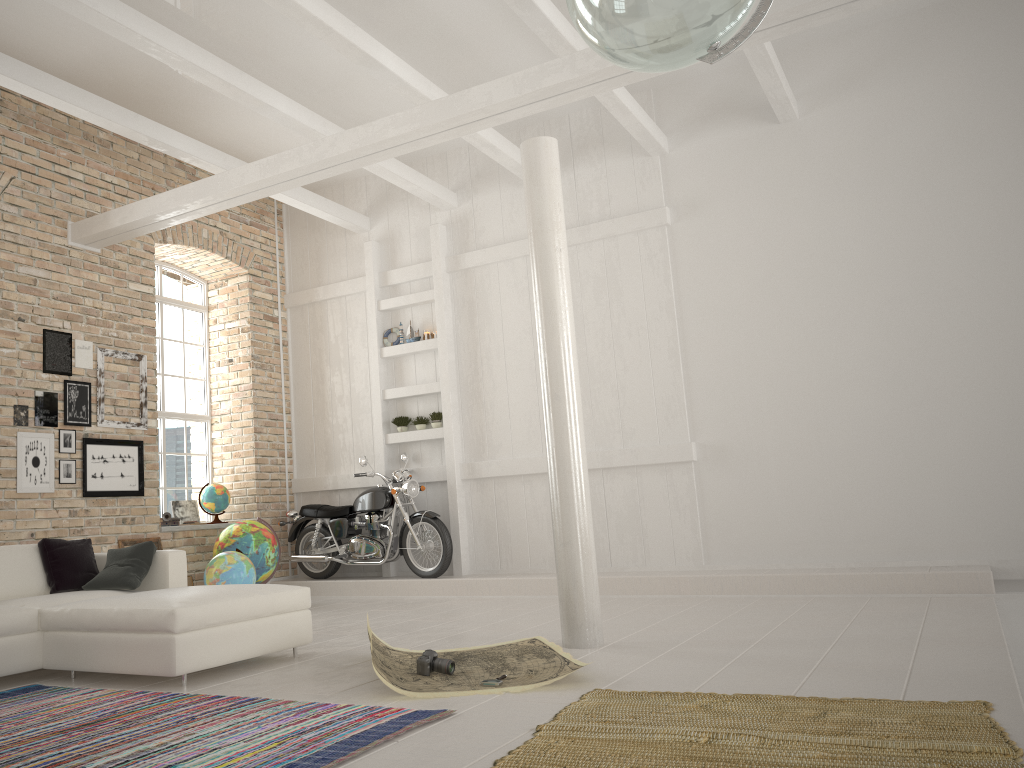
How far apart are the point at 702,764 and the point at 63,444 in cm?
642

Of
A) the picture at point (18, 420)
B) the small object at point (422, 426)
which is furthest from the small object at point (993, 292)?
the picture at point (18, 420)

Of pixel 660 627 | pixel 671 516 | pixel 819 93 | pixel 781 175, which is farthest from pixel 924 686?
pixel 819 93

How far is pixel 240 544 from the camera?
8.4 meters

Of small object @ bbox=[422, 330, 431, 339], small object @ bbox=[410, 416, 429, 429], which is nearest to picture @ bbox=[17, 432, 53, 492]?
small object @ bbox=[410, 416, 429, 429]

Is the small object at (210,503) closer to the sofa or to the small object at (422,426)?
the small object at (422,426)

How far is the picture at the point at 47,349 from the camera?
7.8 meters

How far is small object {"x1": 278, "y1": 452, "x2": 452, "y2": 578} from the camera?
8.8m

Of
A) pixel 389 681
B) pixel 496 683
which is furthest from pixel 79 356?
pixel 496 683

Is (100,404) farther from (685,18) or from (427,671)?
(685,18)
